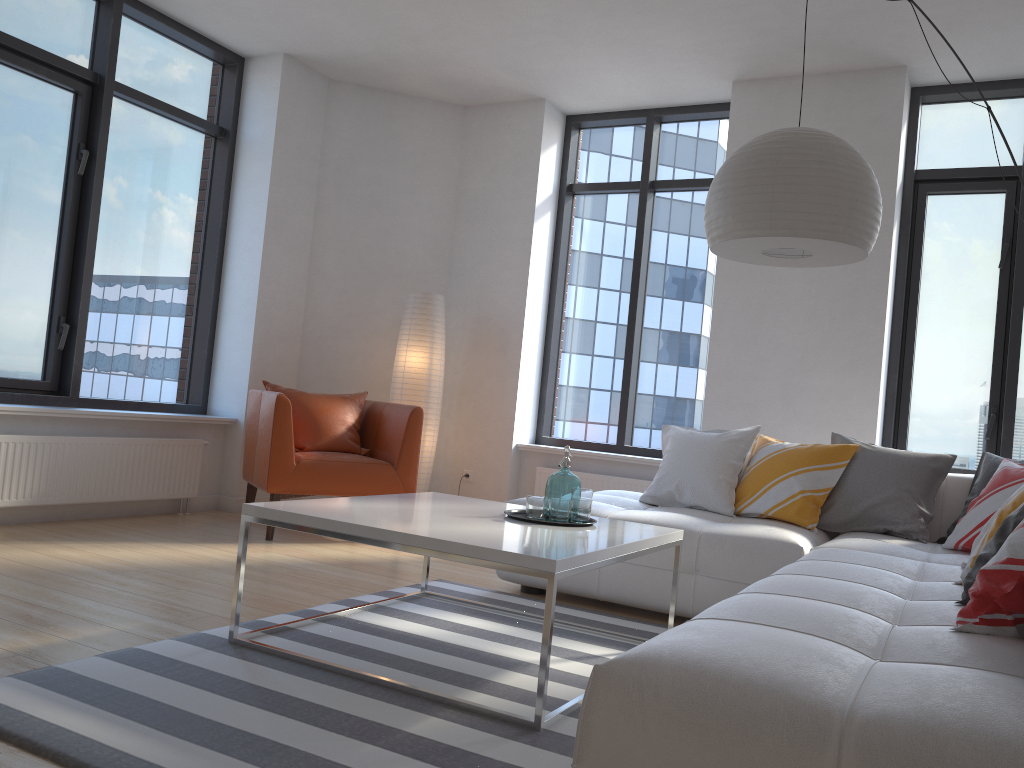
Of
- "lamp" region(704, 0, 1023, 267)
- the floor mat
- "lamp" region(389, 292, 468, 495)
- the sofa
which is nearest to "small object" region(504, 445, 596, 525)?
the floor mat

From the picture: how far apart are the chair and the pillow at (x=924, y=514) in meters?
2.3 m

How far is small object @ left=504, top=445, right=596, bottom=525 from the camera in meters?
3.0 m

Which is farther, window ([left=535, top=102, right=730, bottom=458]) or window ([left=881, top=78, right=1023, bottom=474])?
window ([left=535, top=102, right=730, bottom=458])

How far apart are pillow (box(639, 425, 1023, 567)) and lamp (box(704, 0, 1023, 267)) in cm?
100

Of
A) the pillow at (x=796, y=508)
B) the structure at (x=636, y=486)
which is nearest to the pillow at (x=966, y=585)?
the pillow at (x=796, y=508)

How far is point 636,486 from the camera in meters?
5.7 m

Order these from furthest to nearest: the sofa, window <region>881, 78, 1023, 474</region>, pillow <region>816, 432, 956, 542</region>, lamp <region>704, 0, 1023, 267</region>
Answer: window <region>881, 78, 1023, 474</region>, pillow <region>816, 432, 956, 542</region>, lamp <region>704, 0, 1023, 267</region>, the sofa

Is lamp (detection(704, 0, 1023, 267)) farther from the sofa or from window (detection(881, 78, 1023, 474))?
window (detection(881, 78, 1023, 474))

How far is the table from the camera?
2.32m
